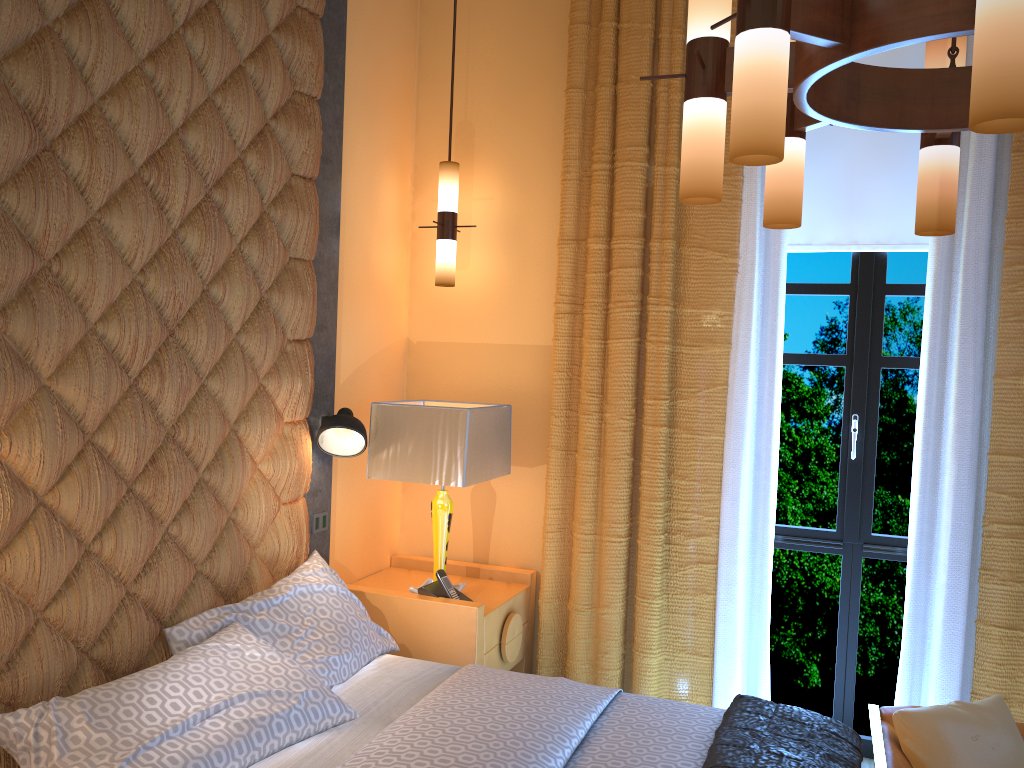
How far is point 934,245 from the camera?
3.3m

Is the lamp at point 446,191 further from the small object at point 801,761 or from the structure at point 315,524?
the small object at point 801,761

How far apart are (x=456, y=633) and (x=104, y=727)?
1.4m

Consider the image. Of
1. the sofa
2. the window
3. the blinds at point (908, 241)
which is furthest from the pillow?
the blinds at point (908, 241)

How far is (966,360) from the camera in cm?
321

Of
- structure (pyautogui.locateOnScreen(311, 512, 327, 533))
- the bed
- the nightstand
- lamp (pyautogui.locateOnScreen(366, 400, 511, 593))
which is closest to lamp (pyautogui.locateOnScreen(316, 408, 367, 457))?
lamp (pyautogui.locateOnScreen(366, 400, 511, 593))

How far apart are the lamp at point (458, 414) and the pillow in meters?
0.1 m

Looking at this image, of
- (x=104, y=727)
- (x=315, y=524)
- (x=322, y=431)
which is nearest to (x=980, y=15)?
(x=104, y=727)

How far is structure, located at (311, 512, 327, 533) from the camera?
3.4m

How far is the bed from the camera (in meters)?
2.11
